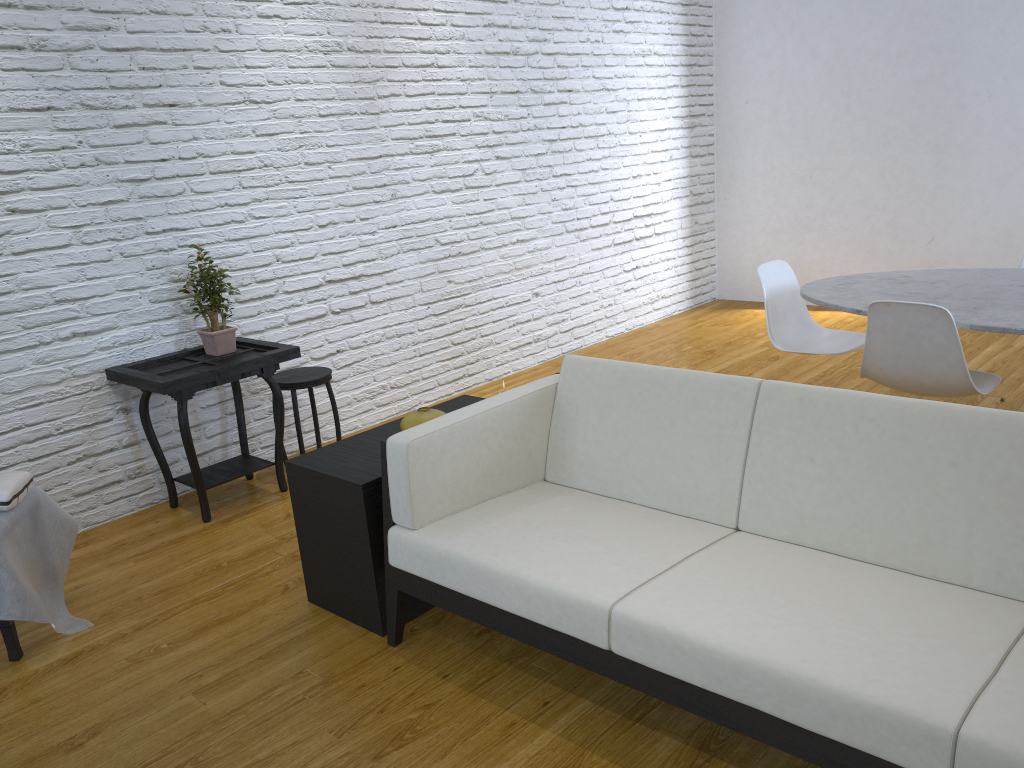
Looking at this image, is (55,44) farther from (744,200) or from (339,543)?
(744,200)

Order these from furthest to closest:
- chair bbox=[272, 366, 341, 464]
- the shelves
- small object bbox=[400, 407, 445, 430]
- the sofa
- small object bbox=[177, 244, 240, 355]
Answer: chair bbox=[272, 366, 341, 464], small object bbox=[177, 244, 240, 355], small object bbox=[400, 407, 445, 430], the shelves, the sofa

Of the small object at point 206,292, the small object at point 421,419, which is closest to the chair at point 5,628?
the small object at point 421,419

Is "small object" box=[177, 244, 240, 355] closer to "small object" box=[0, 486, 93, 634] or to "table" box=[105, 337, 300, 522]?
"table" box=[105, 337, 300, 522]

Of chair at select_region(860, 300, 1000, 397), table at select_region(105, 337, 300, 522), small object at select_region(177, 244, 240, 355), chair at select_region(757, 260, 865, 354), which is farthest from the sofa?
small object at select_region(177, 244, 240, 355)

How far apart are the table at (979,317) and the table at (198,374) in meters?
1.9 m

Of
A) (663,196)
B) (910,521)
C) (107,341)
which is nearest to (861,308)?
(910,521)

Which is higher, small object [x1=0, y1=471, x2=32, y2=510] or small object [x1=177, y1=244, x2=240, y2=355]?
small object [x1=177, y1=244, x2=240, y2=355]

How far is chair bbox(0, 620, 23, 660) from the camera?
2.4 meters

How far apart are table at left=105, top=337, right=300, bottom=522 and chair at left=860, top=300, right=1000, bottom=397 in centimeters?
205cm
